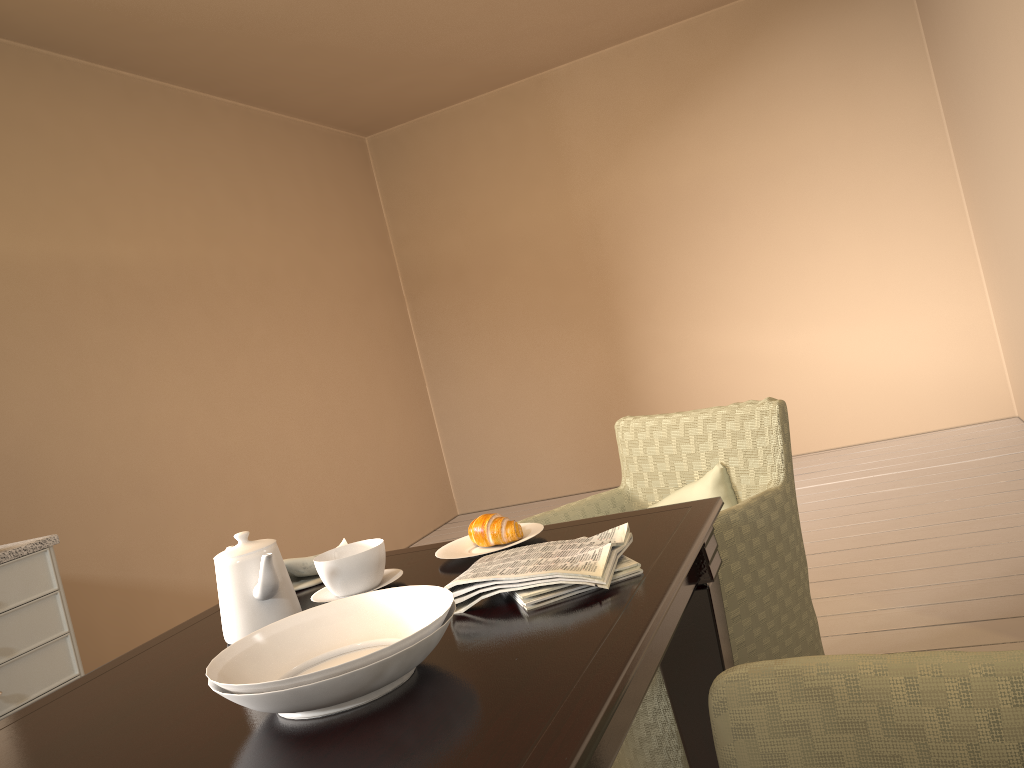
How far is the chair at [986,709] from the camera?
0.9 meters

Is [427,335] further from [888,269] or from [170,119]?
[888,269]

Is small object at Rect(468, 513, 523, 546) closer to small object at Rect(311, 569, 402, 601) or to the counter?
→ small object at Rect(311, 569, 402, 601)

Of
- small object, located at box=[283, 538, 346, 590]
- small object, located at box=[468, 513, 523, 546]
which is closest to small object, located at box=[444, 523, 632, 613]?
small object, located at box=[468, 513, 523, 546]

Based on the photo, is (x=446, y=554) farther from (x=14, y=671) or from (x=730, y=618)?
(x=14, y=671)

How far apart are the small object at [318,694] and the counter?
1.5 meters

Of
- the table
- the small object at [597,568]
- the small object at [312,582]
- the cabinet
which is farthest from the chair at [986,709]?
the cabinet

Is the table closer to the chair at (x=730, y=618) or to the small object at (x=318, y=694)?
the small object at (x=318, y=694)

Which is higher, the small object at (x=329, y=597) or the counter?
the counter

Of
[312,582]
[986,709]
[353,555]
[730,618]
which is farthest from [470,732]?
[730,618]
